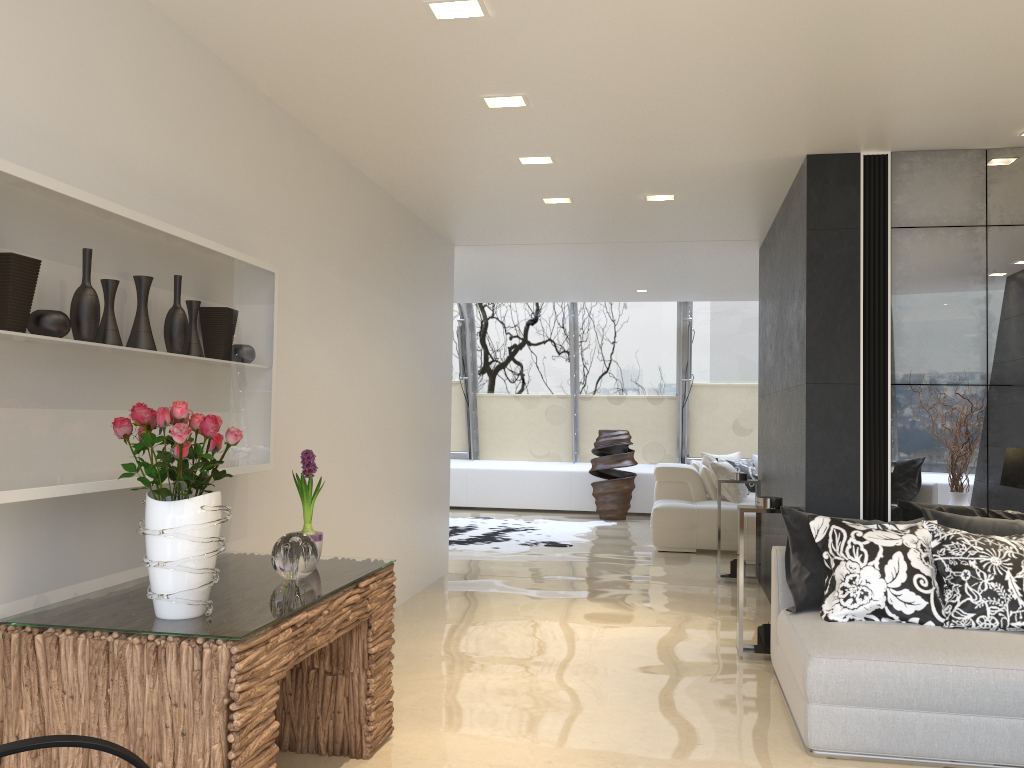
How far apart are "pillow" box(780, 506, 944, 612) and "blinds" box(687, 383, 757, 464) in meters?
8.2 m

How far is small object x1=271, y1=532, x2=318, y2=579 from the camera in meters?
3.2

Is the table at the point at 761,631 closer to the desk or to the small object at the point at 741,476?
the desk

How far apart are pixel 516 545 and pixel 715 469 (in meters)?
2.42

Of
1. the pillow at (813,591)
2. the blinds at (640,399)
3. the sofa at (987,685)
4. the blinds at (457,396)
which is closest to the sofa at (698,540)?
the blinds at (640,399)

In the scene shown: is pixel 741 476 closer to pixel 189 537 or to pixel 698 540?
pixel 698 540

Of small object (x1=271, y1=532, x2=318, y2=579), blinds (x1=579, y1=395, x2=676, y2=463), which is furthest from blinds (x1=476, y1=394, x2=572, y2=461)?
small object (x1=271, y1=532, x2=318, y2=579)

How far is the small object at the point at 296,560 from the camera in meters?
3.2

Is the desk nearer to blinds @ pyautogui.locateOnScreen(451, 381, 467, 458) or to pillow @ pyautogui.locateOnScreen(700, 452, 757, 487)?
pillow @ pyautogui.locateOnScreen(700, 452, 757, 487)

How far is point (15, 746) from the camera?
1.90m
